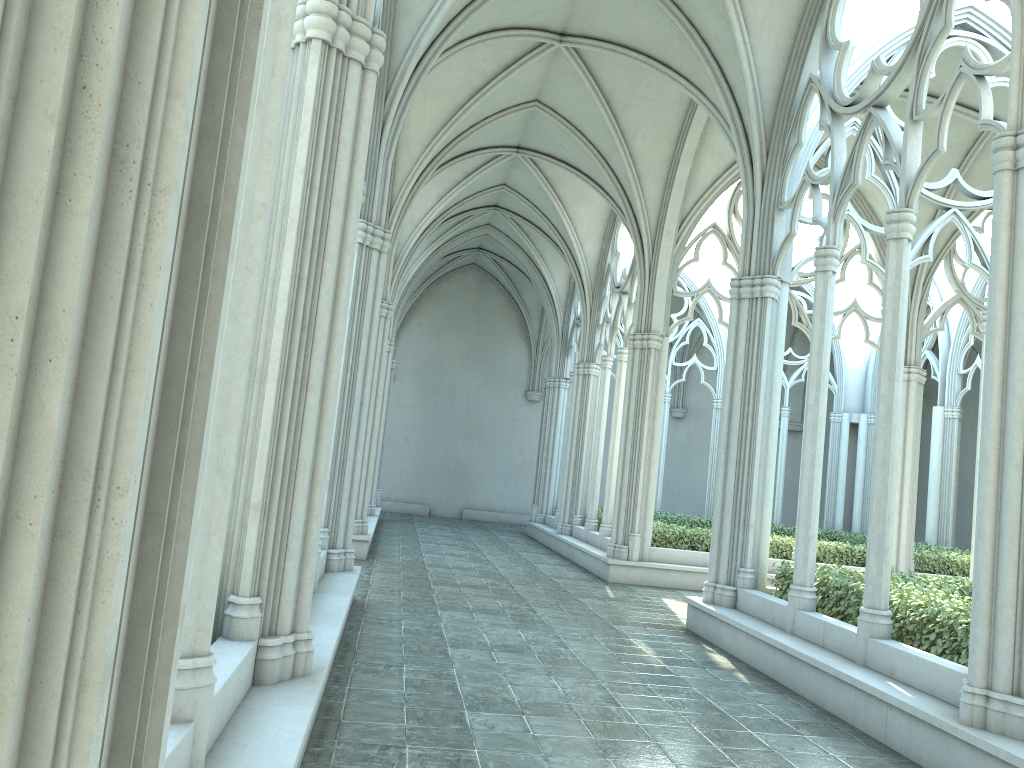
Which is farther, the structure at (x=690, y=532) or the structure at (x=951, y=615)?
the structure at (x=690, y=532)

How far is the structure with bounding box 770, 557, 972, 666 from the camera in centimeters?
674cm

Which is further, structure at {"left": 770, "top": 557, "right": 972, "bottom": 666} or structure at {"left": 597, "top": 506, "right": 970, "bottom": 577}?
structure at {"left": 597, "top": 506, "right": 970, "bottom": 577}

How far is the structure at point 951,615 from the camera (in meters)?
6.74

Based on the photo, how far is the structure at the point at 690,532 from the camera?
15.02m

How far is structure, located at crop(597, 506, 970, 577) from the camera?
15.0 meters

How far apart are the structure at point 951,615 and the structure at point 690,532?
5.2m

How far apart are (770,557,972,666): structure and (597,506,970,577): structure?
5.2m
